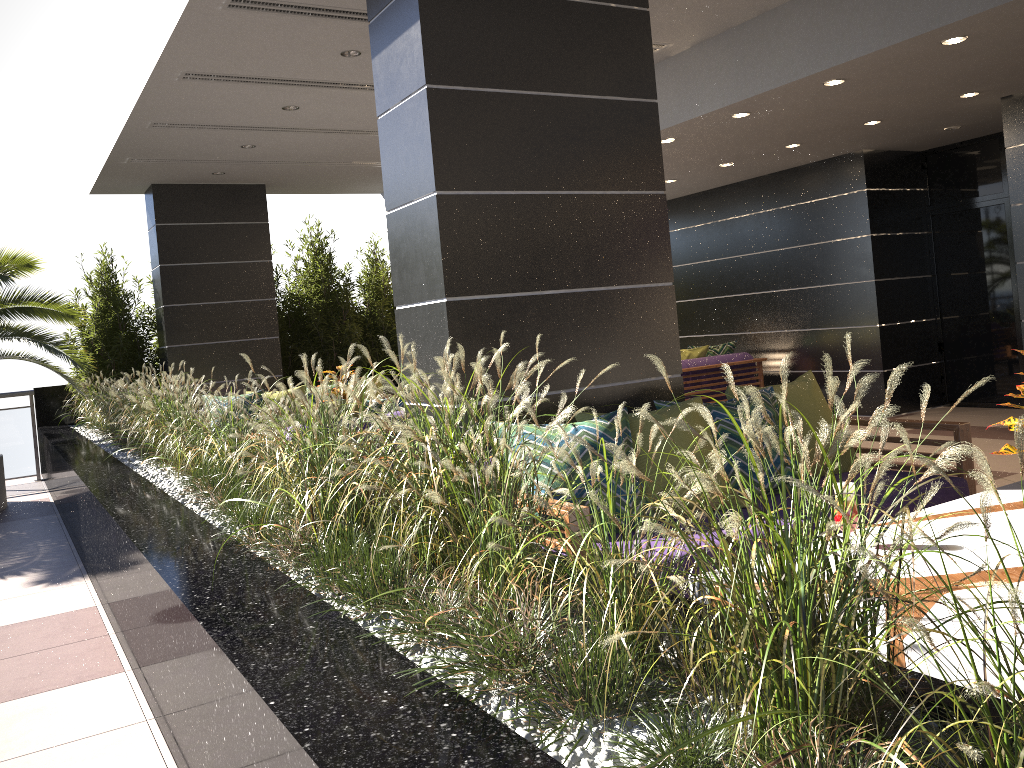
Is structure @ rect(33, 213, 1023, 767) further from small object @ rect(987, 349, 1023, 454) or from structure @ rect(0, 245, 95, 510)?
small object @ rect(987, 349, 1023, 454)

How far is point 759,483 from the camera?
1.39m

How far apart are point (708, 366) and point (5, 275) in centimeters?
681cm

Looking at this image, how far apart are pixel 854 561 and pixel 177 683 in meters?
2.1 m

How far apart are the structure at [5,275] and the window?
8.75m

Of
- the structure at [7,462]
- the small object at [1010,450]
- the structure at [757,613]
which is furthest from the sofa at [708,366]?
the structure at [7,462]

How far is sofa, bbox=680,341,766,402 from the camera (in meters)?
9.49

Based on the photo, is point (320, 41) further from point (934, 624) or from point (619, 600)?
point (934, 624)

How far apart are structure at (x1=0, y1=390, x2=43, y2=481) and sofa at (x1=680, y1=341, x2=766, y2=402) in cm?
749

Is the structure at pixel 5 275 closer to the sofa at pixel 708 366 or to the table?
the sofa at pixel 708 366
